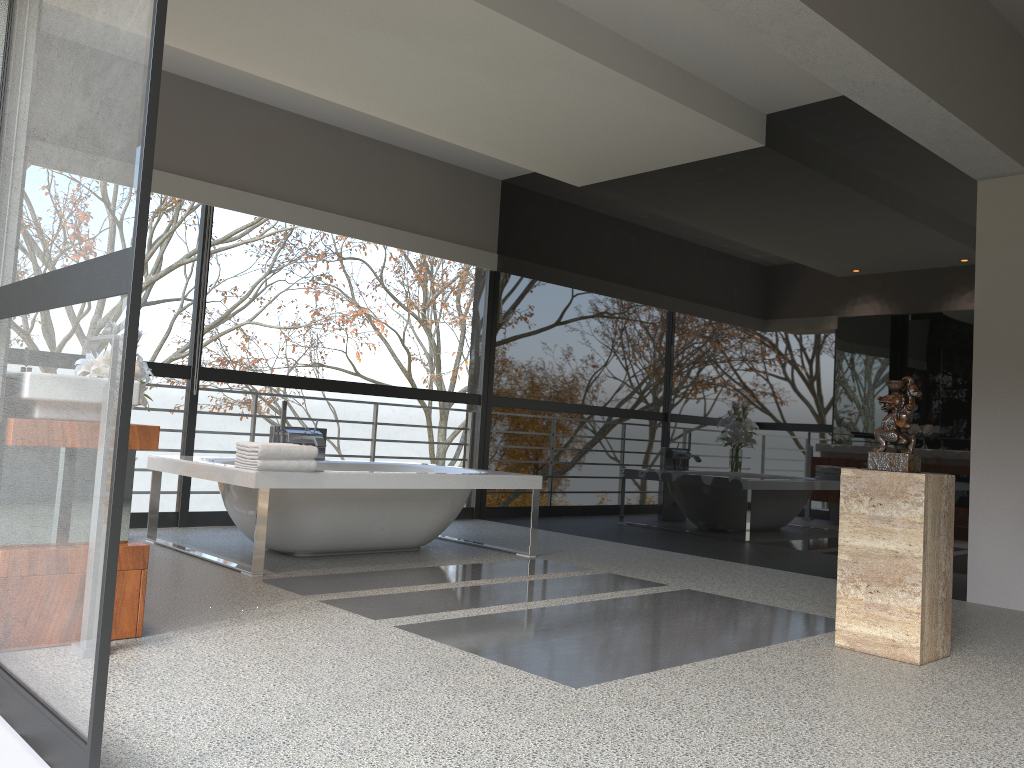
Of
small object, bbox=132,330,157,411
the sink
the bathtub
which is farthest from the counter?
small object, bbox=132,330,157,411

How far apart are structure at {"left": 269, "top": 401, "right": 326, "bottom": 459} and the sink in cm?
275

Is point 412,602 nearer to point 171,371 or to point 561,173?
point 171,371

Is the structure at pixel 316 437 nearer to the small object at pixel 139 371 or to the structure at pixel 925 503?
the small object at pixel 139 371

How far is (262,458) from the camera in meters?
4.3 m

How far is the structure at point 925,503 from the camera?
Answer: 3.28m

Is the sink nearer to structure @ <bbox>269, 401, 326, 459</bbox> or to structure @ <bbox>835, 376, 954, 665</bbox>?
structure @ <bbox>835, 376, 954, 665</bbox>

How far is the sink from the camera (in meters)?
2.99

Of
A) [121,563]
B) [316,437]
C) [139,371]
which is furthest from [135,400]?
[316,437]

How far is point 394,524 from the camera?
5.1m
